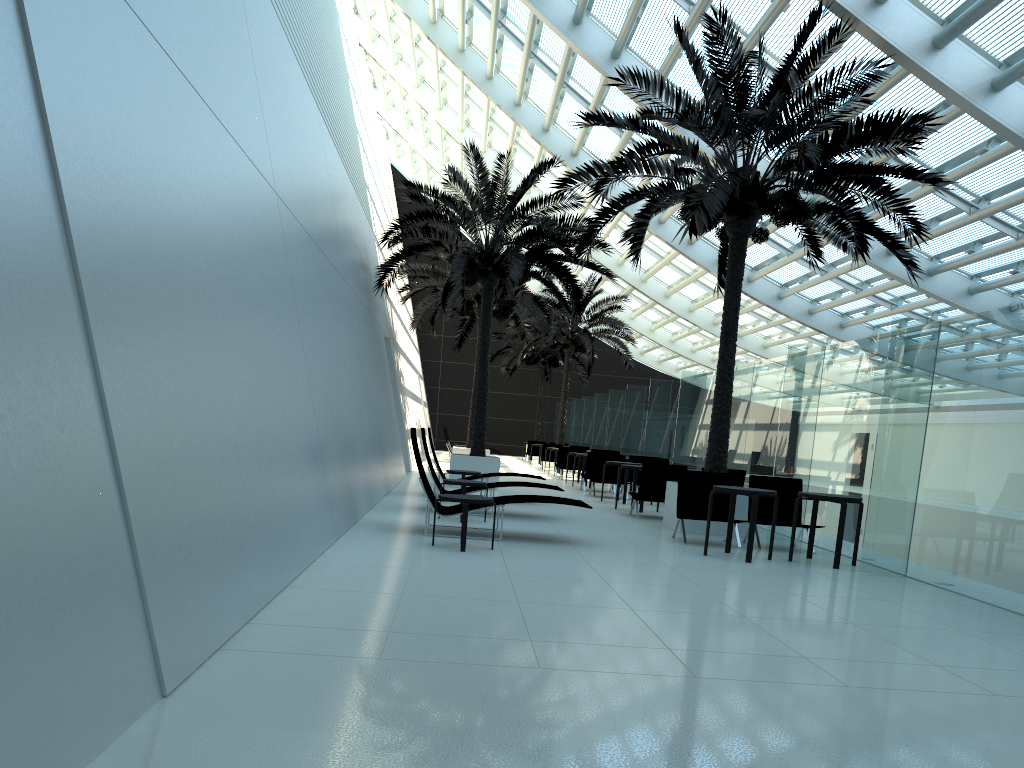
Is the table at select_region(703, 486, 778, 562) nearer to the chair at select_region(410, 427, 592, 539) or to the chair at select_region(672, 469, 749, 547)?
the chair at select_region(672, 469, 749, 547)

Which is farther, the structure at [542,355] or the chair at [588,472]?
the structure at [542,355]

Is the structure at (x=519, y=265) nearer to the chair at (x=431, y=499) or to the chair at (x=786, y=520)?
the chair at (x=786, y=520)

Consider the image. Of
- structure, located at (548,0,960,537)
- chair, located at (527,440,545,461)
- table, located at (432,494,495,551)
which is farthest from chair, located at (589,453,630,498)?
chair, located at (527,440,545,461)

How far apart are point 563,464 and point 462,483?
13.17m

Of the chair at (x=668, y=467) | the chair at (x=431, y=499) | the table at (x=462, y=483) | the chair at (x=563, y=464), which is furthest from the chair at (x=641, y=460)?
the chair at (x=431, y=499)

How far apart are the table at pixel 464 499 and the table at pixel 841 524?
3.56m

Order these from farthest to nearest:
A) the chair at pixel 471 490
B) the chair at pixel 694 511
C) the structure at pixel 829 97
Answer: the chair at pixel 471 490 → the chair at pixel 694 511 → the structure at pixel 829 97

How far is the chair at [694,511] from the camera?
11.03m

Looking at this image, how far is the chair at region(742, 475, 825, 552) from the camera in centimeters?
1109cm
